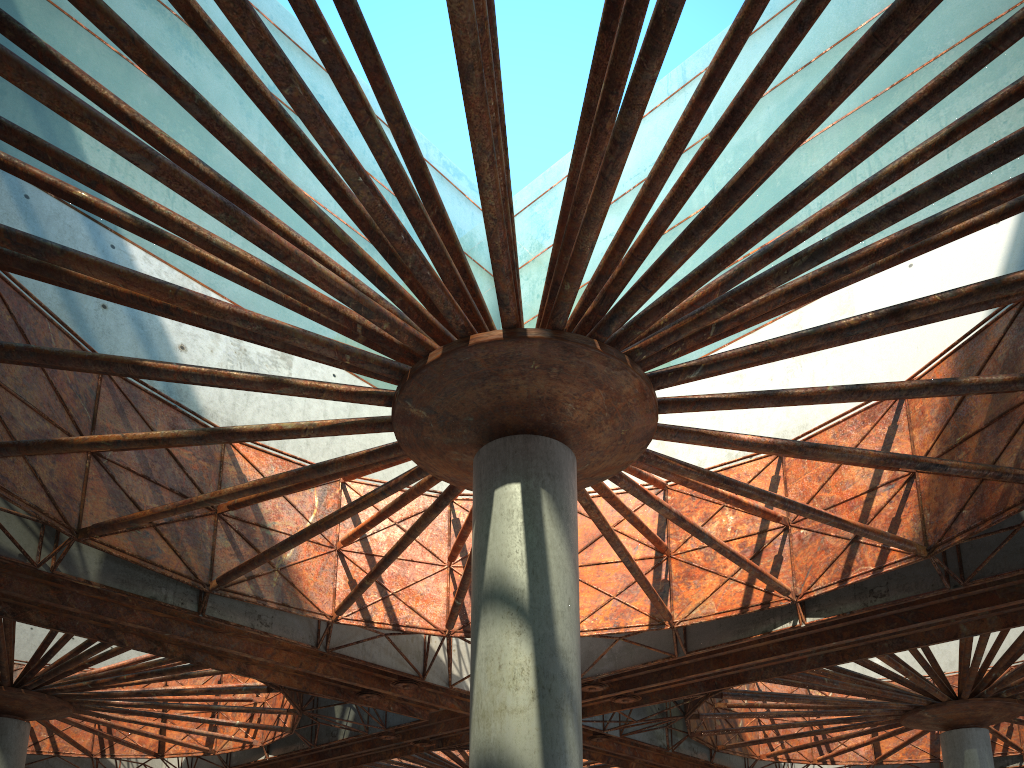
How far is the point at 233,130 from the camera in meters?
13.6 m
